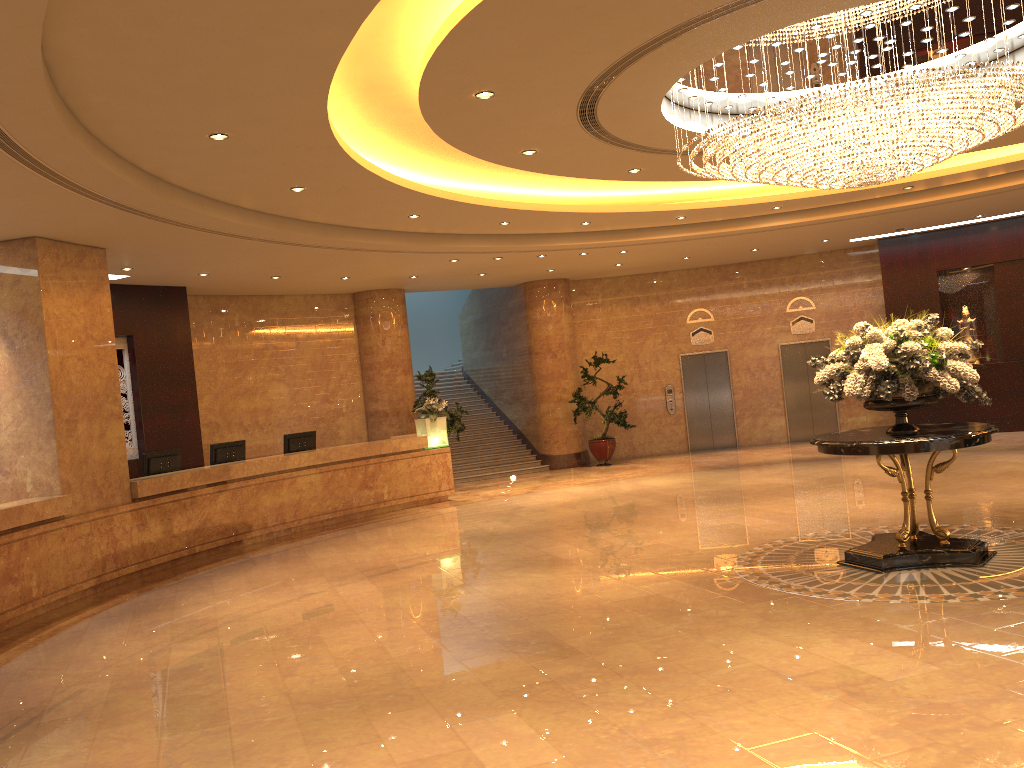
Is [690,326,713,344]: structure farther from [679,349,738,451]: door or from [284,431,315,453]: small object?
[284,431,315,453]: small object

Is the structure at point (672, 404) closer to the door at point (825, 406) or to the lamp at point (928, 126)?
the door at point (825, 406)

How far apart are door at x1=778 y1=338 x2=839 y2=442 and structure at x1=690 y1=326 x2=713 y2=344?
1.5m

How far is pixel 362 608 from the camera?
7.9m

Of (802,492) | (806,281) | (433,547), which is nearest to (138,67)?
(433,547)

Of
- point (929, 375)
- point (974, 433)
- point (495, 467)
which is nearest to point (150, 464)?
point (495, 467)

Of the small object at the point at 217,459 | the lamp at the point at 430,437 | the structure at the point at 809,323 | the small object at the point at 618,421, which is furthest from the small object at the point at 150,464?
the structure at the point at 809,323

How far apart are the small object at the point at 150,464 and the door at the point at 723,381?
11.13m

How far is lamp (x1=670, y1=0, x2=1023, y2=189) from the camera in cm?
679

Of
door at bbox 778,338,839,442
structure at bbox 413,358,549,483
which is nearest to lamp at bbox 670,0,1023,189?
structure at bbox 413,358,549,483
